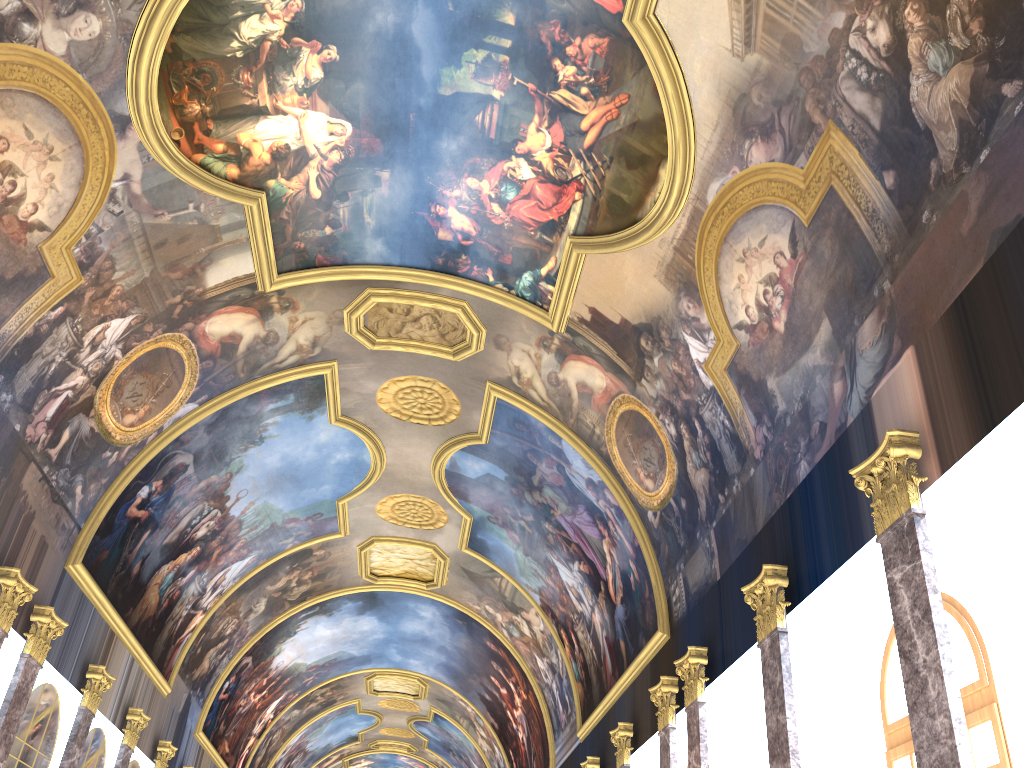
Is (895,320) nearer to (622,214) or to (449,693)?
(622,214)
